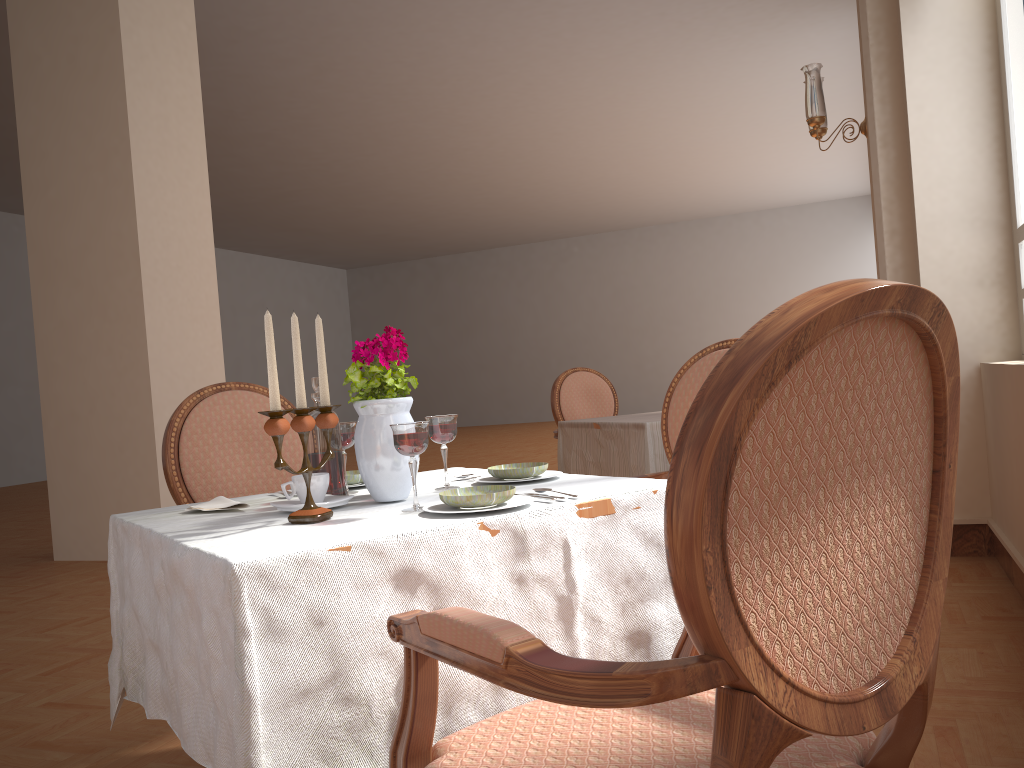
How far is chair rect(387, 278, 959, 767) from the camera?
0.73m

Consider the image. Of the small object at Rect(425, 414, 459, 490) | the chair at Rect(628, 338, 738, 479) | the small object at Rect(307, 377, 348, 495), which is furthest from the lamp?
the small object at Rect(307, 377, 348, 495)

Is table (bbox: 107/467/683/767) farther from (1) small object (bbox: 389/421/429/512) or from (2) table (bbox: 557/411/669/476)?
(2) table (bbox: 557/411/669/476)

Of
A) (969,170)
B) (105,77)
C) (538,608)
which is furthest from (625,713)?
(105,77)

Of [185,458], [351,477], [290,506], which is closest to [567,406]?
[185,458]

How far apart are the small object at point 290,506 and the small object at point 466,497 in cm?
20

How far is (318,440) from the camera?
1.6 meters

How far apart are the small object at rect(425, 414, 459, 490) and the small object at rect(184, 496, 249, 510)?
0.4m

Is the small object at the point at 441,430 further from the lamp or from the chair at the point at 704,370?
the lamp

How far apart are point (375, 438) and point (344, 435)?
0.2 meters
